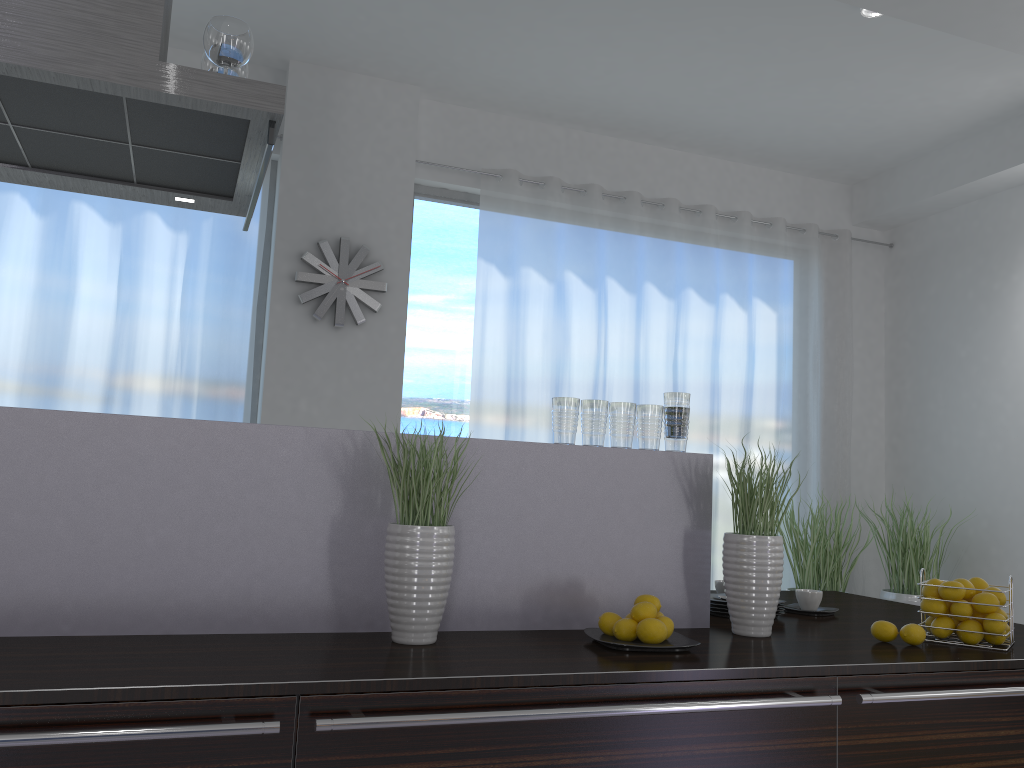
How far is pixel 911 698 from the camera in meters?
1.8

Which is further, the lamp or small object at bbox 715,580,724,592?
the lamp

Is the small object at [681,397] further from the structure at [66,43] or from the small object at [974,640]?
the structure at [66,43]

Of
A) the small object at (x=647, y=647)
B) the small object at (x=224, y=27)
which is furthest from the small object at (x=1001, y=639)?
the small object at (x=224, y=27)

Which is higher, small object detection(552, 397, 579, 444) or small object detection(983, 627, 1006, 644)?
small object detection(552, 397, 579, 444)

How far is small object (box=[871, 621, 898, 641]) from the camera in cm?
216

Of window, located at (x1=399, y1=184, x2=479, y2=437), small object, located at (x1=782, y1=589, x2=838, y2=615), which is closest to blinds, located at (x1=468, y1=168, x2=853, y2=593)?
window, located at (x1=399, y1=184, x2=479, y2=437)

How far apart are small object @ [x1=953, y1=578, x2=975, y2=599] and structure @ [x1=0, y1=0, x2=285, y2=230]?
2.0 meters

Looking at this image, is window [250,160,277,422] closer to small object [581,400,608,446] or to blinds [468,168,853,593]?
blinds [468,168,853,593]

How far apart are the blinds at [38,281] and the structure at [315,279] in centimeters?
24cm
